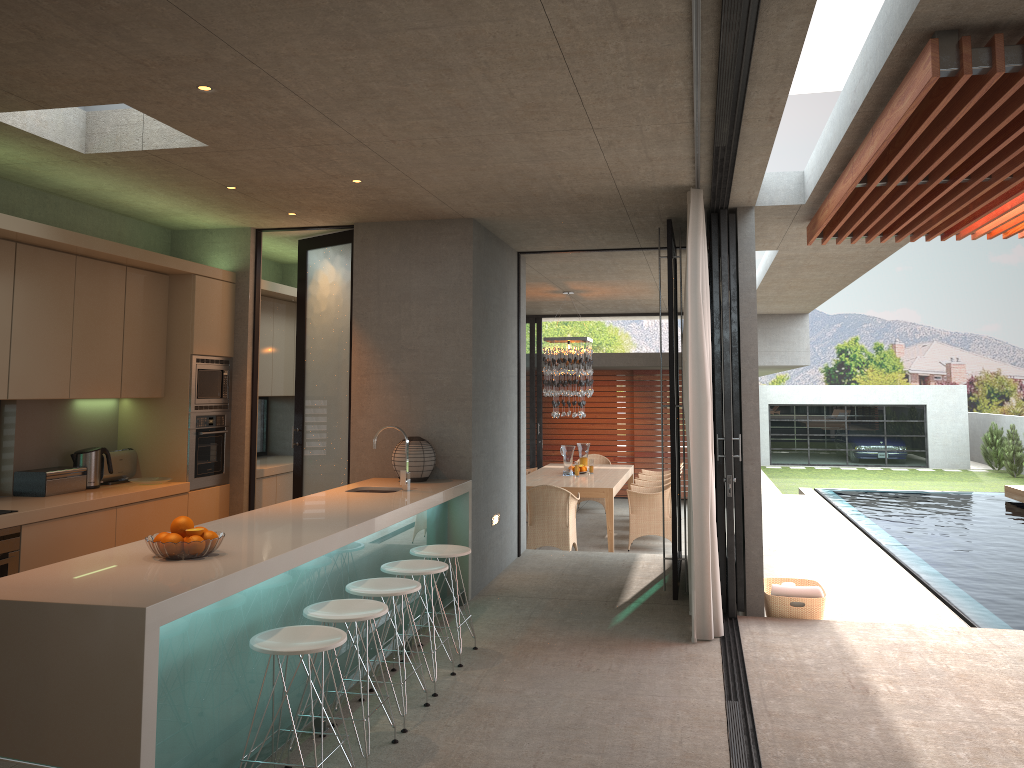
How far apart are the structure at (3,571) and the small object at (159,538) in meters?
1.8 m

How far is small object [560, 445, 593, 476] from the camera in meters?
20.7 m

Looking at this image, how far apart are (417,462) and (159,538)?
3.1 meters

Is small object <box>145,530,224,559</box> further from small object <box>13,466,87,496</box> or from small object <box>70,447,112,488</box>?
small object <box>70,447,112,488</box>

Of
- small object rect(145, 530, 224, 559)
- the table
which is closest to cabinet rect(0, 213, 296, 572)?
small object rect(145, 530, 224, 559)

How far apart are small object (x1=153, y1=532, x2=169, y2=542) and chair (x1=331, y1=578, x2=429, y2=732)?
1.0m

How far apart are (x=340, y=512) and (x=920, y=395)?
28.91m

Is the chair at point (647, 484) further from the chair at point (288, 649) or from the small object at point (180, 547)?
the small object at point (180, 547)

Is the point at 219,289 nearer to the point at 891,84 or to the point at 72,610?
the point at 72,610

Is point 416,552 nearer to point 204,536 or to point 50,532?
point 204,536
